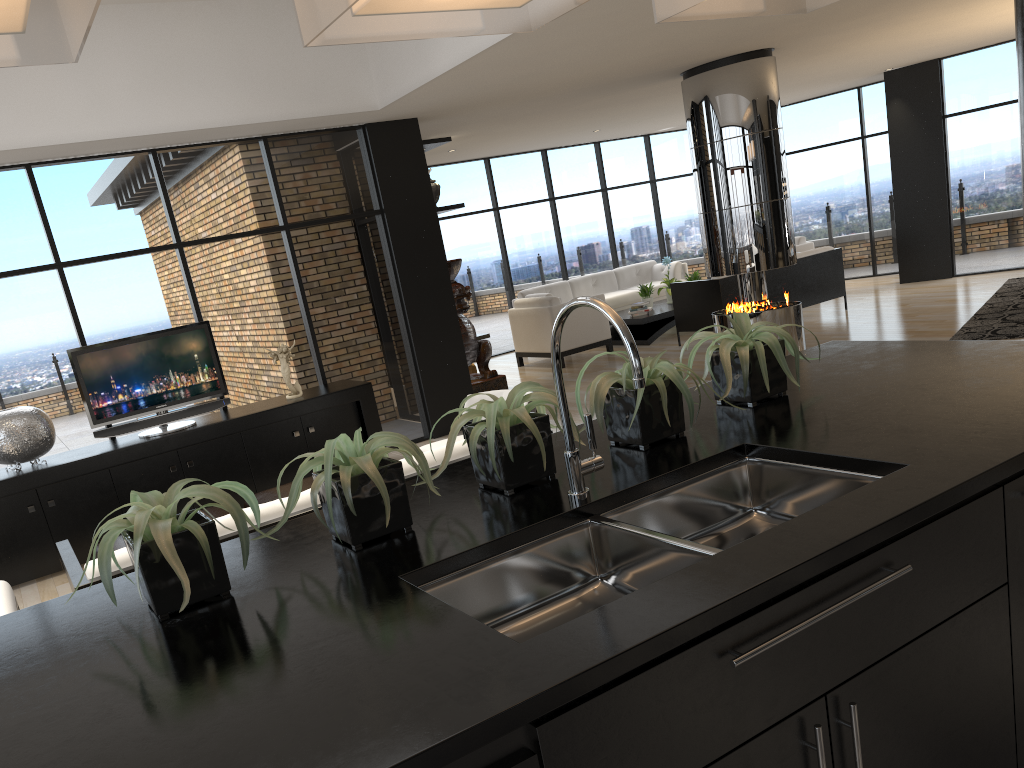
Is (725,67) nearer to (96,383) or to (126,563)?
(96,383)

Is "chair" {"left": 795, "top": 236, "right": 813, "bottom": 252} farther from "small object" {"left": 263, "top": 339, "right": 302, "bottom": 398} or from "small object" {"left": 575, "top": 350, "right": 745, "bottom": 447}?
"small object" {"left": 575, "top": 350, "right": 745, "bottom": 447}

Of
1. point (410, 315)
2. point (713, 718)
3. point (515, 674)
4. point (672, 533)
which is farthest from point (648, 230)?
point (515, 674)

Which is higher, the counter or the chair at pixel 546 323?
the counter

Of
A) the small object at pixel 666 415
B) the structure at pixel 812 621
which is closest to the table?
the small object at pixel 666 415

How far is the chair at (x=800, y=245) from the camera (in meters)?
12.61

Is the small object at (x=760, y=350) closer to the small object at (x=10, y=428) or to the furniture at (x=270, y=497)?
the furniture at (x=270, y=497)

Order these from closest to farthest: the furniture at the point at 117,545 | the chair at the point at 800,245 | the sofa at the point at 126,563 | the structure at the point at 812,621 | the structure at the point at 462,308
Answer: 1. the structure at the point at 812,621
2. the sofa at the point at 126,563
3. the furniture at the point at 117,545
4. the structure at the point at 462,308
5. the chair at the point at 800,245

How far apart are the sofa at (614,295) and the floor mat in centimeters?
453cm

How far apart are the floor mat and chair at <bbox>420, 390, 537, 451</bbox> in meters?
4.6
